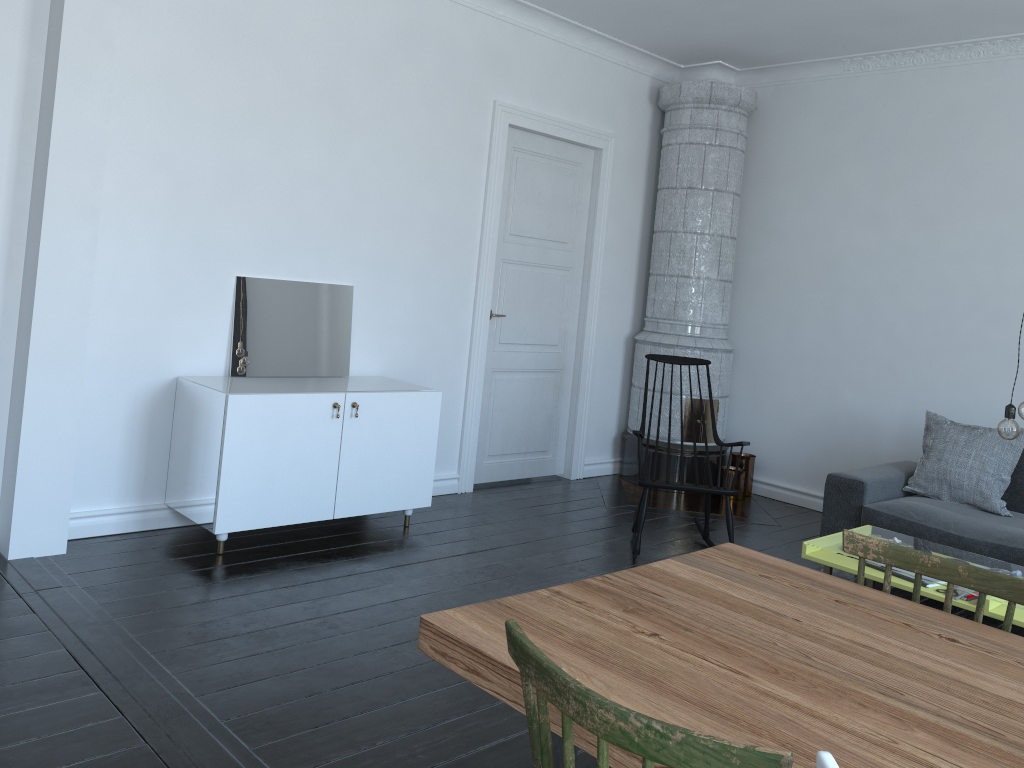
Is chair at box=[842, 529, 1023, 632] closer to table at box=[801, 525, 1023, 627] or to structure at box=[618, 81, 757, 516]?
table at box=[801, 525, 1023, 627]

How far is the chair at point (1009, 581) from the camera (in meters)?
1.91

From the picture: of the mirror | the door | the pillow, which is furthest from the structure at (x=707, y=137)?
the mirror

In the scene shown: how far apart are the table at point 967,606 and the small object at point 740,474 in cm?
209

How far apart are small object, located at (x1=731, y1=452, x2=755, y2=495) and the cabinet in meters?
2.6 m

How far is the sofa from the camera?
4.3 meters

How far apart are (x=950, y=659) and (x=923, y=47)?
4.9 meters

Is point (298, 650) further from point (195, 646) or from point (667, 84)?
point (667, 84)

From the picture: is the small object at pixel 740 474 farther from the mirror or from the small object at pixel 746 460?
the mirror

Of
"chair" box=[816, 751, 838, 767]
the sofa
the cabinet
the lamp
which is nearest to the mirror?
the cabinet
